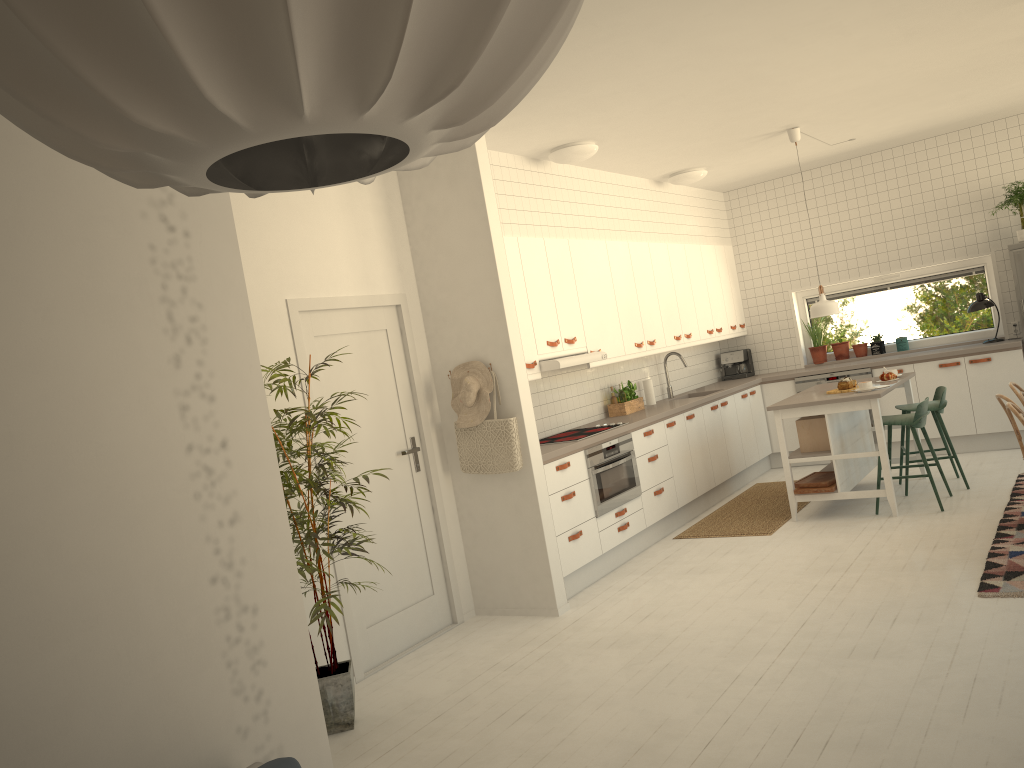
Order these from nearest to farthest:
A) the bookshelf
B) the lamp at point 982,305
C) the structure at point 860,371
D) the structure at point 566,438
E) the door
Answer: the bookshelf → the door → the structure at point 566,438 → the lamp at point 982,305 → the structure at point 860,371

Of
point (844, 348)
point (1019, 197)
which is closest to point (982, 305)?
point (1019, 197)

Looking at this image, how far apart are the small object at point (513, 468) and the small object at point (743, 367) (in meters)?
4.70

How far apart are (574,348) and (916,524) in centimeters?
256cm

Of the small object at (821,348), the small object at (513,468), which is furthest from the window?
the small object at (513,468)

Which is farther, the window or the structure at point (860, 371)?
the window

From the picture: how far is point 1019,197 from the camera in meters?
7.5

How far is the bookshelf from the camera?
2.08m

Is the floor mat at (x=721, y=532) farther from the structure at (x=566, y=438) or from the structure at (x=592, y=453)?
the structure at (x=566, y=438)

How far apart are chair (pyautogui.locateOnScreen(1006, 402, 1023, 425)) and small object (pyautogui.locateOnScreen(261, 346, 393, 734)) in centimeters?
349cm
